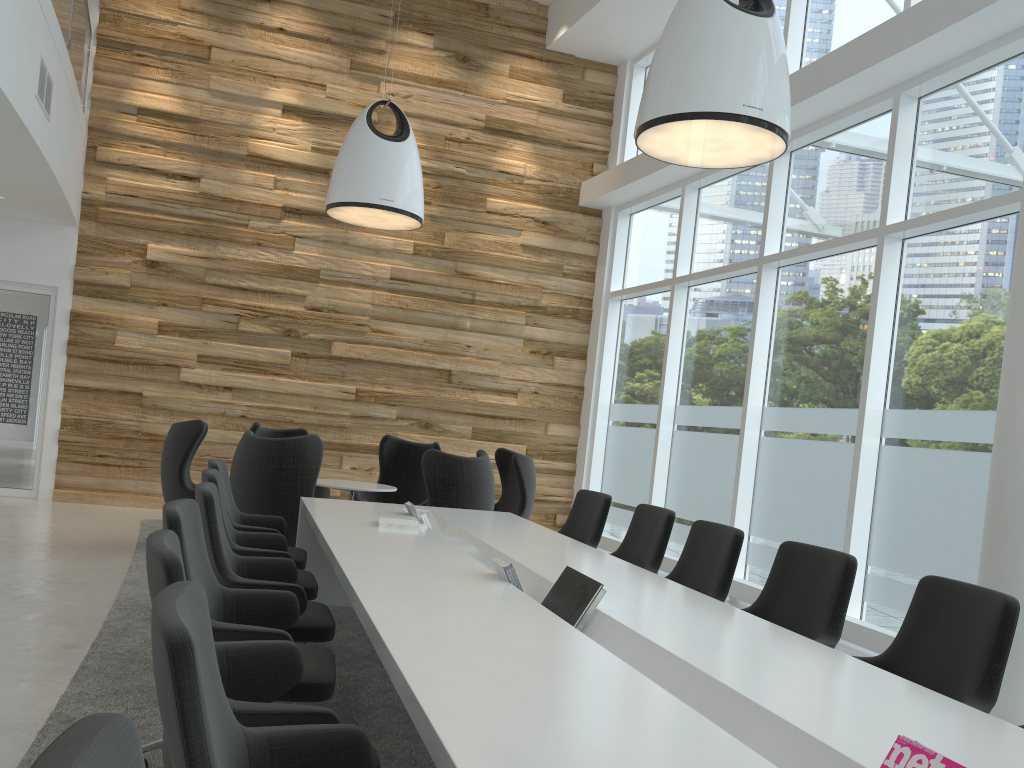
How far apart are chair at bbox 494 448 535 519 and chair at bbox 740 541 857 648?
4.15m

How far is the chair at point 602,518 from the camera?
6.0m

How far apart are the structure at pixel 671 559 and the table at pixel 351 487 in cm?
301

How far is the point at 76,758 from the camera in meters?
0.9 m

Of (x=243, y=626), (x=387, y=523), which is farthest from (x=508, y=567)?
(x=387, y=523)

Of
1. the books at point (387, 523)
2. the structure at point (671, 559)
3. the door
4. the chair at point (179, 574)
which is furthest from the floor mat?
the structure at point (671, 559)

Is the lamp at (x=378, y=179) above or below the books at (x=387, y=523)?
above

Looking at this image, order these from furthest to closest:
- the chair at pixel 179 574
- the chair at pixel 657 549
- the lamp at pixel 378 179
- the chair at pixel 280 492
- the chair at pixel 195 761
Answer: the lamp at pixel 378 179
the chair at pixel 280 492
the chair at pixel 657 549
the chair at pixel 179 574
the chair at pixel 195 761

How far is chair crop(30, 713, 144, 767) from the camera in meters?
0.9

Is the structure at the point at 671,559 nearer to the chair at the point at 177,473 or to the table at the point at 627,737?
the table at the point at 627,737
